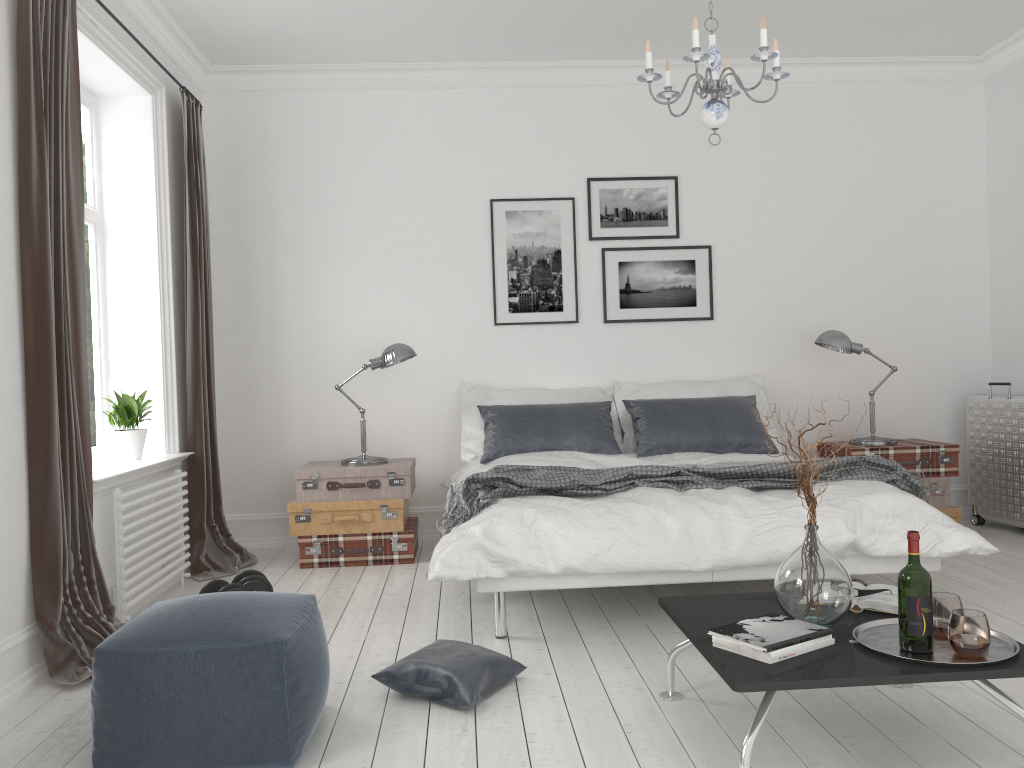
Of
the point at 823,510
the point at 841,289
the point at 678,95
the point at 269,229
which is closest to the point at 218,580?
the point at 269,229

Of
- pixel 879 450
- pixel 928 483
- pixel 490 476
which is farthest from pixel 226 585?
pixel 928 483

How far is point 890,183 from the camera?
5.85m

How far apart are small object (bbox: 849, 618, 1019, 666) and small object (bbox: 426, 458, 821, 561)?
2.0 meters

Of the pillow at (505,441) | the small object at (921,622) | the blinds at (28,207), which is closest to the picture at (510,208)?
the pillow at (505,441)

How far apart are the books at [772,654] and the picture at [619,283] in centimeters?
368cm

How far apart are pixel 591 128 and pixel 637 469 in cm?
266

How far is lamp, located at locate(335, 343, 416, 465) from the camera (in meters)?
5.08

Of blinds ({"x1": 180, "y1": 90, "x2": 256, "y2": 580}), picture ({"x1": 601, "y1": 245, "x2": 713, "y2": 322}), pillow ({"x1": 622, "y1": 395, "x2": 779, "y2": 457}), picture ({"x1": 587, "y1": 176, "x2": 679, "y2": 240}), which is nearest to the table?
pillow ({"x1": 622, "y1": 395, "x2": 779, "y2": 457})

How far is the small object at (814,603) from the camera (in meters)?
2.41
